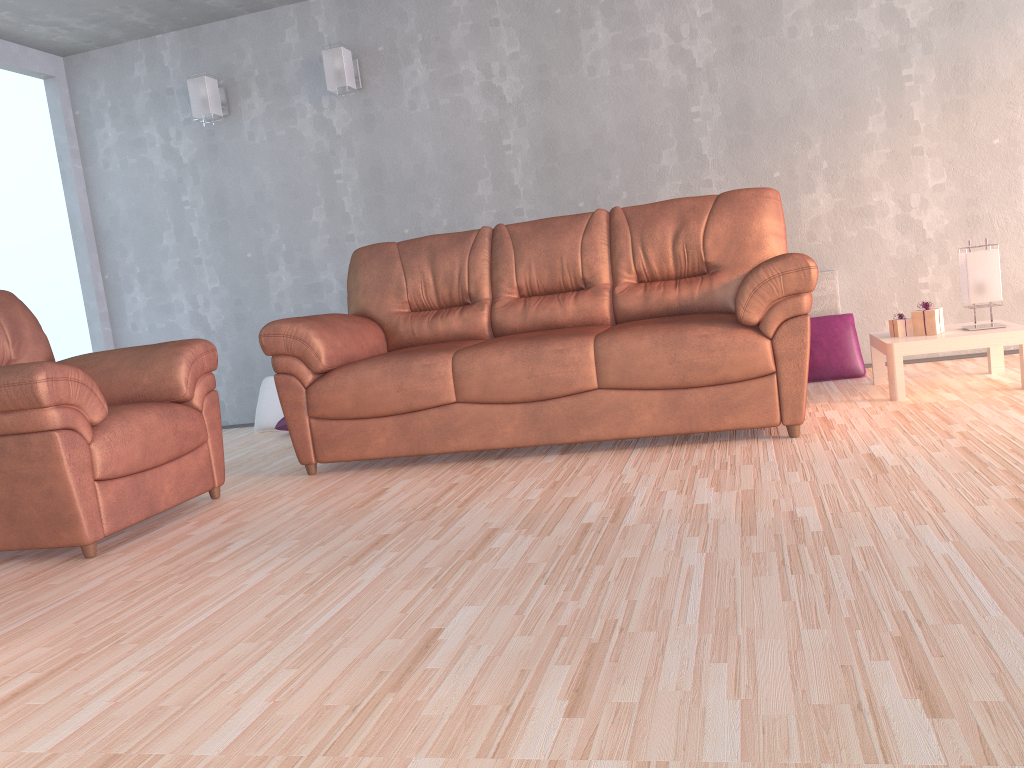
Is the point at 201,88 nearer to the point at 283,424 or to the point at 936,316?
the point at 283,424

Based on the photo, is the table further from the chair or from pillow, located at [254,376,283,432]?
pillow, located at [254,376,283,432]

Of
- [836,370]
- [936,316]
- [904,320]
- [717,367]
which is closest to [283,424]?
[717,367]

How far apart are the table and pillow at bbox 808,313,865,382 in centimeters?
26cm

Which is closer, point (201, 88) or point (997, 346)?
point (997, 346)

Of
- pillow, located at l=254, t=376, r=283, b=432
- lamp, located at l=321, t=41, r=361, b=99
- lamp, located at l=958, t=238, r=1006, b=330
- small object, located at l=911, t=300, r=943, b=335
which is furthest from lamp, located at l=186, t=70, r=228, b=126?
lamp, located at l=958, t=238, r=1006, b=330

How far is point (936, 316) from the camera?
3.69m

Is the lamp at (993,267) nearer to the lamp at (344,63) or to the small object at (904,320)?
the small object at (904,320)

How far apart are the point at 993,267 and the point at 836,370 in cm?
93

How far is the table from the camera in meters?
3.5 m
